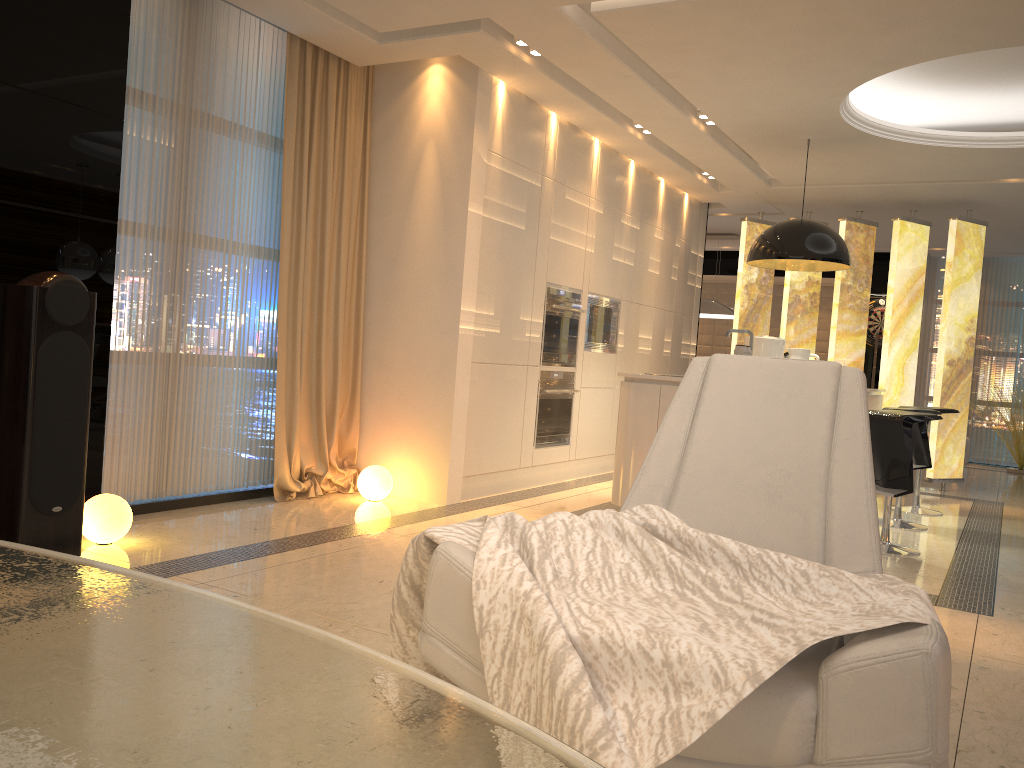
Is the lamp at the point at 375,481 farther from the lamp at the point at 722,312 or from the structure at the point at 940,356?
the lamp at the point at 722,312

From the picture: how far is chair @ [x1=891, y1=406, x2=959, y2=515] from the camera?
6.5m

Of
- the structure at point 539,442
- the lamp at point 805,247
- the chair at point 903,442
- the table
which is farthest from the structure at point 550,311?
the table

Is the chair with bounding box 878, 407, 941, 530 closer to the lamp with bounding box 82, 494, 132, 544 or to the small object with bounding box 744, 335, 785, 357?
the small object with bounding box 744, 335, 785, 357

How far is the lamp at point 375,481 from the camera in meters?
5.2

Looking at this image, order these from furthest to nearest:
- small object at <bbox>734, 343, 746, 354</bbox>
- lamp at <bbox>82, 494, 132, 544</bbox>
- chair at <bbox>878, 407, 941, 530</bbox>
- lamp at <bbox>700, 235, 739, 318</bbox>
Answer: lamp at <bbox>700, 235, 739, 318</bbox> → chair at <bbox>878, 407, 941, 530</bbox> → small object at <bbox>734, 343, 746, 354</bbox> → lamp at <bbox>82, 494, 132, 544</bbox>

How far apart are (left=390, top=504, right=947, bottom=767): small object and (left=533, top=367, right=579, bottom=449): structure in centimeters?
402cm

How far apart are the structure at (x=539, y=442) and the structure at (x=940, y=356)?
2.7 meters

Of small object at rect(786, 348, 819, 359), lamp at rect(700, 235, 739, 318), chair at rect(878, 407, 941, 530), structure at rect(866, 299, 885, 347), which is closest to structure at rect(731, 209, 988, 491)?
lamp at rect(700, 235, 739, 318)

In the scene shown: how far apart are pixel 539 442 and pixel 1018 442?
7.00m
